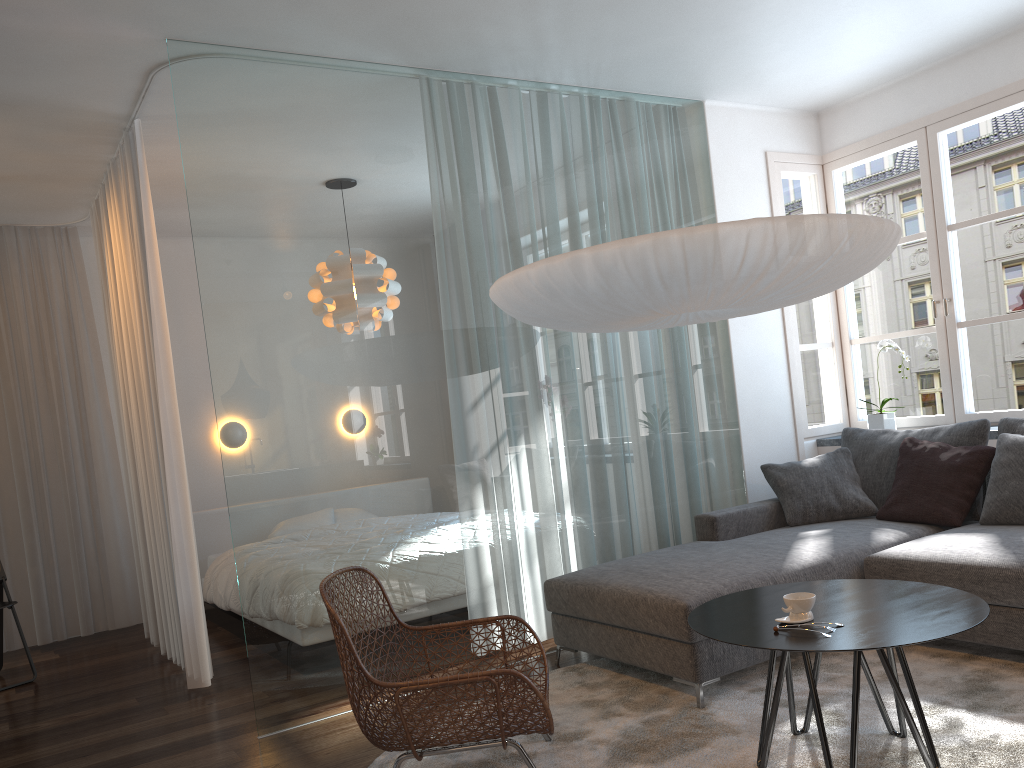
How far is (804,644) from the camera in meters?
2.3

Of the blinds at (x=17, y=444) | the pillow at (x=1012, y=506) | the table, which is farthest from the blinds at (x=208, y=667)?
the pillow at (x=1012, y=506)

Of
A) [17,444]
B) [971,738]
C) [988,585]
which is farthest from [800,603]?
[17,444]

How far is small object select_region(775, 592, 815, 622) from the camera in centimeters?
251cm

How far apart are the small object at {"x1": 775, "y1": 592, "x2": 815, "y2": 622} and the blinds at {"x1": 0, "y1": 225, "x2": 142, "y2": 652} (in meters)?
4.83

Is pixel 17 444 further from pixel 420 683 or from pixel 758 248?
pixel 758 248

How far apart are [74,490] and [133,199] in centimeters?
241cm

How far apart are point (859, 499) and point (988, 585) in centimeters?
121cm

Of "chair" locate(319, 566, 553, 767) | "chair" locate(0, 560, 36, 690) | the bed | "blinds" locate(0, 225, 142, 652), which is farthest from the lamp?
"blinds" locate(0, 225, 142, 652)

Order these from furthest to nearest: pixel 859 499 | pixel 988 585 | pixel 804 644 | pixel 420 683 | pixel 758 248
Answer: pixel 859 499 → pixel 988 585 → pixel 758 248 → pixel 420 683 → pixel 804 644
